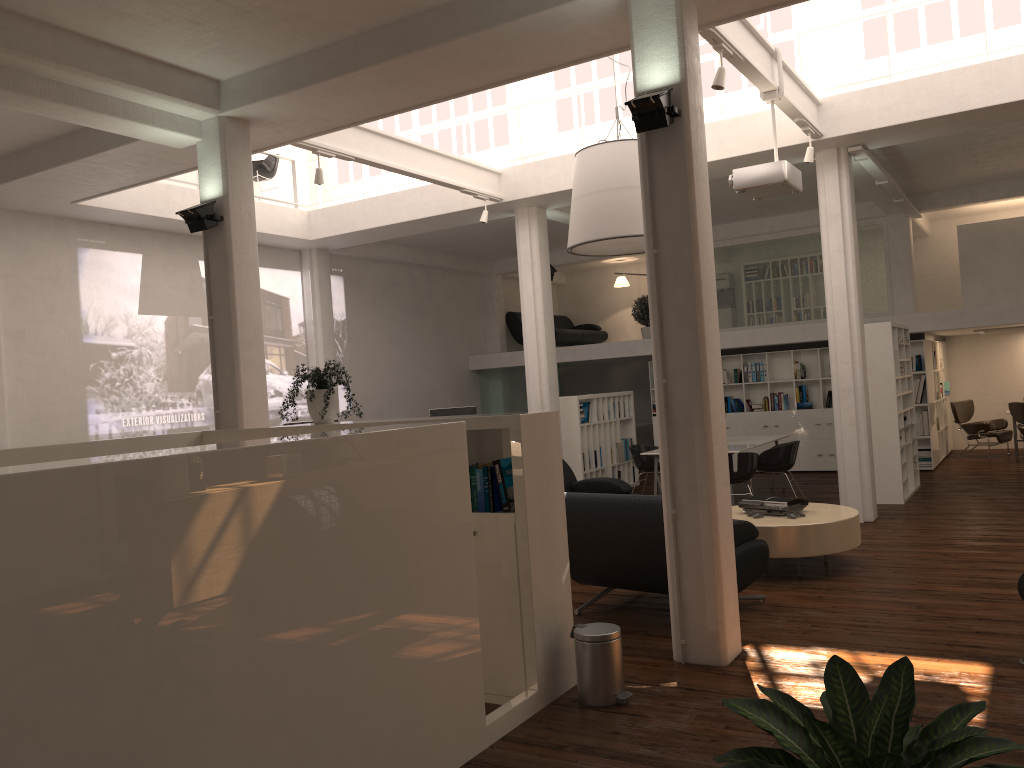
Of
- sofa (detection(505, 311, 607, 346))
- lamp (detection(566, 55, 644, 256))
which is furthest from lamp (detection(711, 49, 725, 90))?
sofa (detection(505, 311, 607, 346))

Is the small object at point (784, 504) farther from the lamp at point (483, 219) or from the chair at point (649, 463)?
the lamp at point (483, 219)

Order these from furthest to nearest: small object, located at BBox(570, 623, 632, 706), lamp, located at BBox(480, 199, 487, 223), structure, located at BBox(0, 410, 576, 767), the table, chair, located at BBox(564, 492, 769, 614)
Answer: lamp, located at BBox(480, 199, 487, 223) → the table → chair, located at BBox(564, 492, 769, 614) → small object, located at BBox(570, 623, 632, 706) → structure, located at BBox(0, 410, 576, 767)

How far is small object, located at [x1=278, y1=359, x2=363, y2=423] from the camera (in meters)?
6.74

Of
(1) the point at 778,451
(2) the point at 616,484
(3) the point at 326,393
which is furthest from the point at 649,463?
(3) the point at 326,393

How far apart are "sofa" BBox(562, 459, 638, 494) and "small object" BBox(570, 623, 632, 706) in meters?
5.9

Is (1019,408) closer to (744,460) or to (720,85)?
(744,460)

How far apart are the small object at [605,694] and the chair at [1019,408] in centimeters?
1431cm

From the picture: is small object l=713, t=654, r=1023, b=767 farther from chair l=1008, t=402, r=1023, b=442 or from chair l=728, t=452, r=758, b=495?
chair l=1008, t=402, r=1023, b=442

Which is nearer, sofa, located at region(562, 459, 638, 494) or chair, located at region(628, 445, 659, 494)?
sofa, located at region(562, 459, 638, 494)
